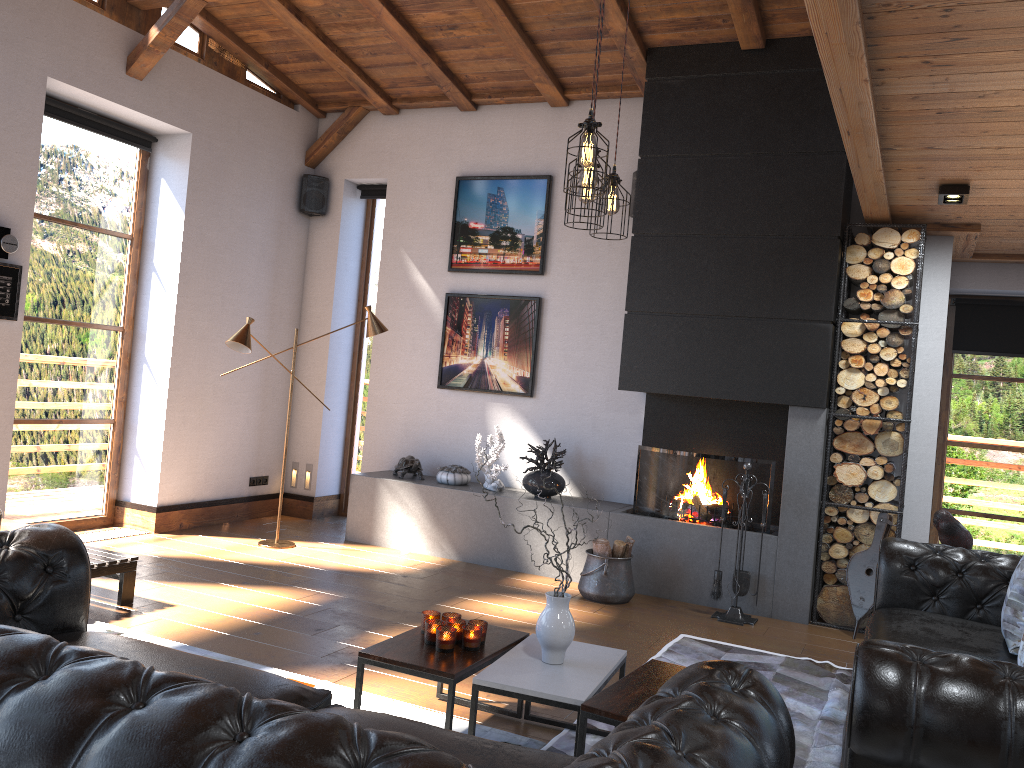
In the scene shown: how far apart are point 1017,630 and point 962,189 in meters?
2.5

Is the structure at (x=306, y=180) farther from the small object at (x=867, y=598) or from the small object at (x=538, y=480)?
the small object at (x=867, y=598)

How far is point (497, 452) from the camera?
6.80m

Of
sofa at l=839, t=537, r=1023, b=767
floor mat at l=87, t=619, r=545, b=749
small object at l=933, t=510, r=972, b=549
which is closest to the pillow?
sofa at l=839, t=537, r=1023, b=767

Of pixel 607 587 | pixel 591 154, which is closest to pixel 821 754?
pixel 607 587

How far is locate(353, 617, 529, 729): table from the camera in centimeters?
313cm

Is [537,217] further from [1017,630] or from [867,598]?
[1017,630]

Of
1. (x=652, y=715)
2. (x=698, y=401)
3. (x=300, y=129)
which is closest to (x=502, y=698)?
(x=652, y=715)

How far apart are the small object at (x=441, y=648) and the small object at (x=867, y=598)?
3.0 meters

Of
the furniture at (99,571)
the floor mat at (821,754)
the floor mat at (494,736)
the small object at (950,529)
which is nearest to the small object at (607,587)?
the floor mat at (821,754)
